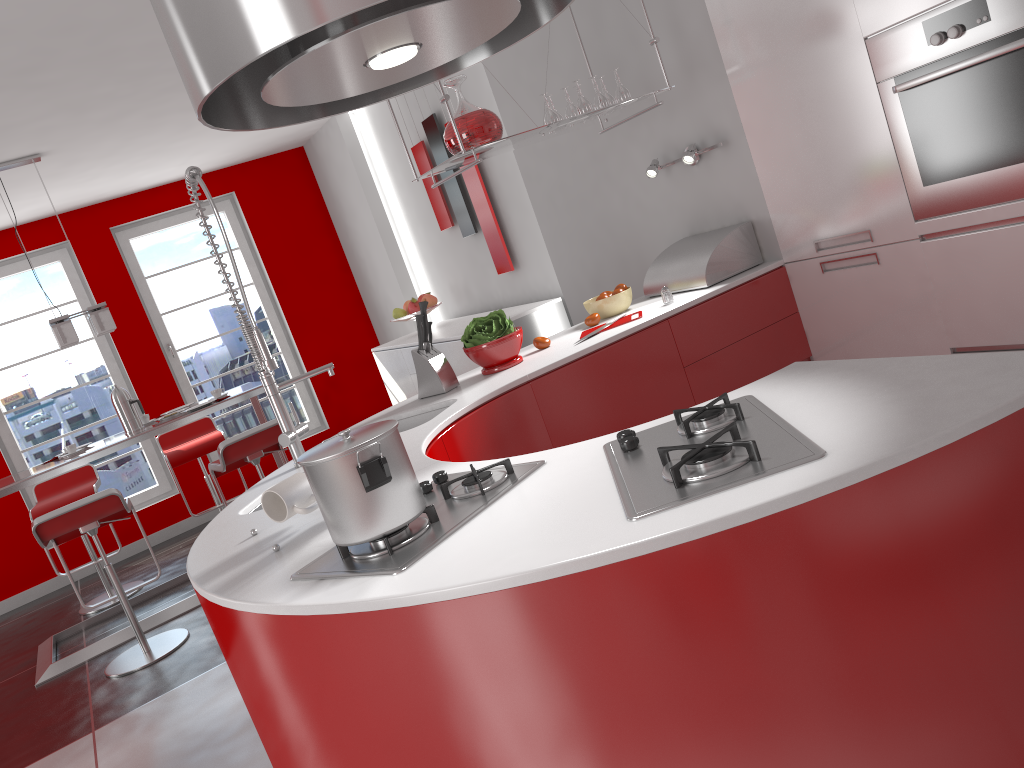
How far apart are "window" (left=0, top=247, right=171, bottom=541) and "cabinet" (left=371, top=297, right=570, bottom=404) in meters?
2.1

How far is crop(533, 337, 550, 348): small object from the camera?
3.31m

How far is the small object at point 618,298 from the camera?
3.5m

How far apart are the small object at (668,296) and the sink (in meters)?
0.99

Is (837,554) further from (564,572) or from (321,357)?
(321,357)

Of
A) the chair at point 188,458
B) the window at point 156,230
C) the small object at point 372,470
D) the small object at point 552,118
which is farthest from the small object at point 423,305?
the window at point 156,230

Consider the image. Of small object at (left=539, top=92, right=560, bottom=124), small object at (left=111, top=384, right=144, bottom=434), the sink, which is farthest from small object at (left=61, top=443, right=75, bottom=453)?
small object at (left=539, top=92, right=560, bottom=124)

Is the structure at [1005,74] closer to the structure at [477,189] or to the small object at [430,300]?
the structure at [477,189]

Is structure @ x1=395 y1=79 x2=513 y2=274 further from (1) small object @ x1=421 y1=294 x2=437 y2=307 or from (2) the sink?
(2) the sink

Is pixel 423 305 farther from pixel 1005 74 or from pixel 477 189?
pixel 477 189
